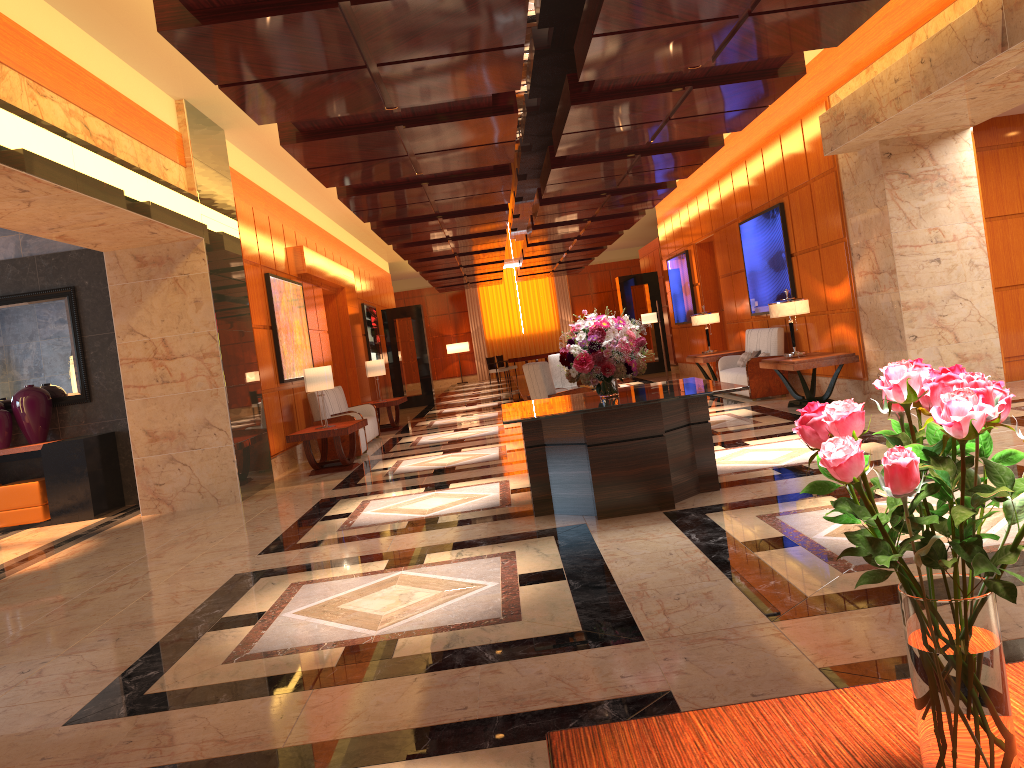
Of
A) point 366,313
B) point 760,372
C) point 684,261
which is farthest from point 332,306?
point 760,372

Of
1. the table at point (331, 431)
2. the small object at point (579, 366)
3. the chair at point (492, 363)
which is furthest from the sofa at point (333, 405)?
the chair at point (492, 363)

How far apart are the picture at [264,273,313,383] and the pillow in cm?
641

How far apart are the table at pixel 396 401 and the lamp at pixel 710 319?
5.20m

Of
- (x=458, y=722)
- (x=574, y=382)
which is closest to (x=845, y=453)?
(x=458, y=722)

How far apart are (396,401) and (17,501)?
6.8 meters

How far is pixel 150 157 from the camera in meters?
8.1

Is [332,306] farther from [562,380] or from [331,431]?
[331,431]

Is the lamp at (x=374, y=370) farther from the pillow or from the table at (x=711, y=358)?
the pillow

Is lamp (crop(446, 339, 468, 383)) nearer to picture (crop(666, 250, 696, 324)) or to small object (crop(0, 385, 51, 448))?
picture (crop(666, 250, 696, 324))
